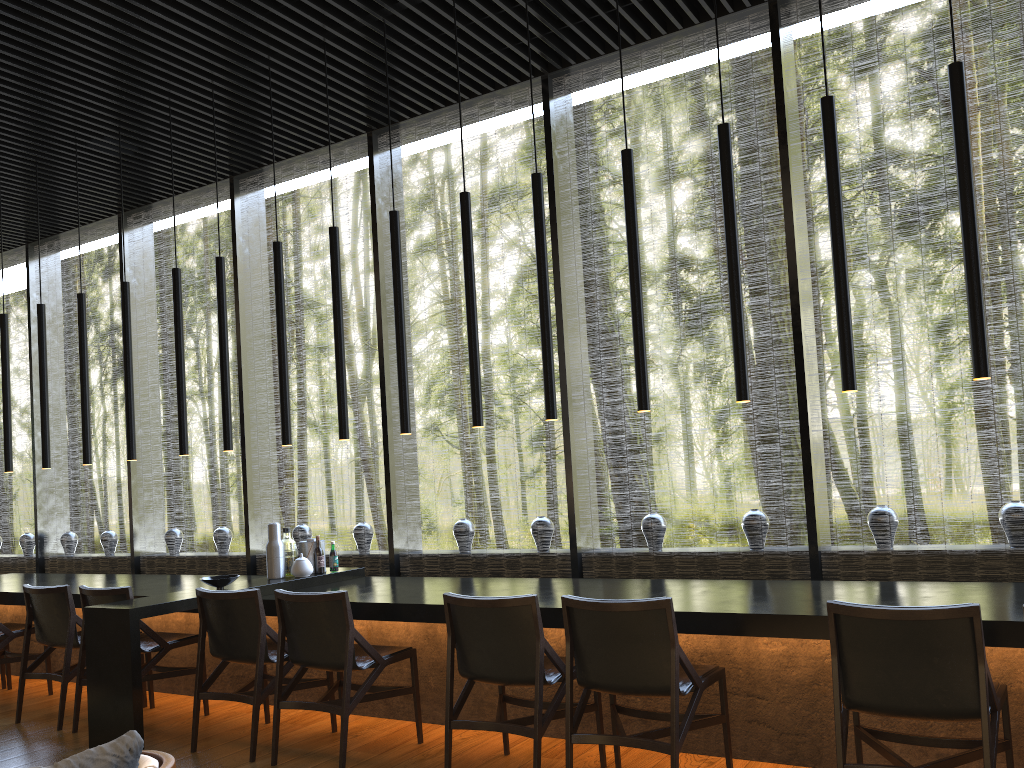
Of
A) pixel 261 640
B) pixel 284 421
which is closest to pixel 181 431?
pixel 284 421

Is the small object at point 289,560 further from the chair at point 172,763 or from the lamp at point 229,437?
the chair at point 172,763

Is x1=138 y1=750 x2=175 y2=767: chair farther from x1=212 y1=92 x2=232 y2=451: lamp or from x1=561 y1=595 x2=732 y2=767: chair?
x1=212 y1=92 x2=232 y2=451: lamp

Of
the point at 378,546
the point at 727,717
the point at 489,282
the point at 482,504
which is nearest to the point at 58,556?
the point at 727,717

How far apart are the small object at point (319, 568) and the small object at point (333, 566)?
0.1 meters

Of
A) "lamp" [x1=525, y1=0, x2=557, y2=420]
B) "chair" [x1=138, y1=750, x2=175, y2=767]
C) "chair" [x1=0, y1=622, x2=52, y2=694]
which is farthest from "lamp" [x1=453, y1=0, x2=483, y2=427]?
"chair" [x1=0, y1=622, x2=52, y2=694]

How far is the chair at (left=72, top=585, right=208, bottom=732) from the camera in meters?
4.9 m

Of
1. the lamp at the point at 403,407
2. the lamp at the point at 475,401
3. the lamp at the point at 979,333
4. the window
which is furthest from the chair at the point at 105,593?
the lamp at the point at 979,333

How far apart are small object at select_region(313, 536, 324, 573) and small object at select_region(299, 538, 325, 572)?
0.09m

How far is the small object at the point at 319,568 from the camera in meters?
5.6 m
